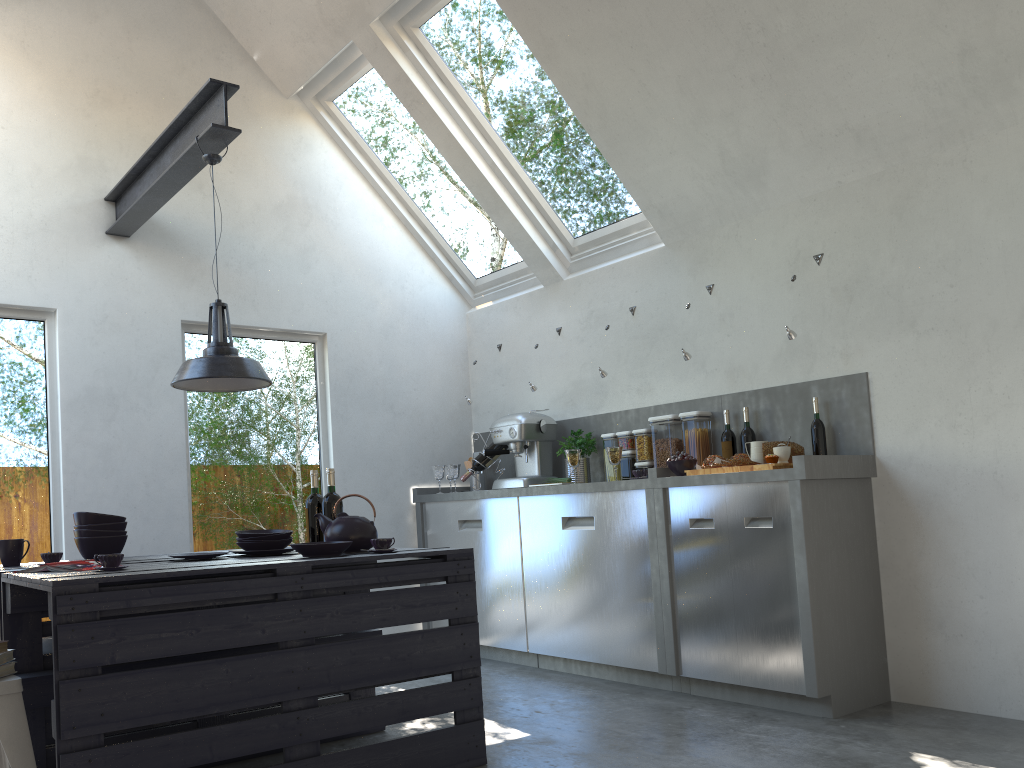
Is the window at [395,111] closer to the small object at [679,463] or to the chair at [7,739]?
the small object at [679,463]

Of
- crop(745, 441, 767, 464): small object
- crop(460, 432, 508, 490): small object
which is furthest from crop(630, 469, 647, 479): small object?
crop(460, 432, 508, 490): small object

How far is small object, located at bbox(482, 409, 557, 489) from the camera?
5.4 meters

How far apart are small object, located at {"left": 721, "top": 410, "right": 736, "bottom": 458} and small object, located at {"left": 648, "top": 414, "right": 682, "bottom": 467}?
0.3 meters

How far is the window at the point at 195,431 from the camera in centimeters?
504cm

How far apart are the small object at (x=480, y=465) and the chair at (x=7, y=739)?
3.3 meters

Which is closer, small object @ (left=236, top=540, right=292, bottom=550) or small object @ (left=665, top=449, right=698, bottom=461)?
small object @ (left=236, top=540, right=292, bottom=550)

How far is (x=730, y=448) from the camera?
4.60m

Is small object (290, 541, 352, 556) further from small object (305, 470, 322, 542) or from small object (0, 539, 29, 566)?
small object (0, 539, 29, 566)

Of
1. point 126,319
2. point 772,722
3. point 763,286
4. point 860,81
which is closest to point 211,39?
point 126,319
